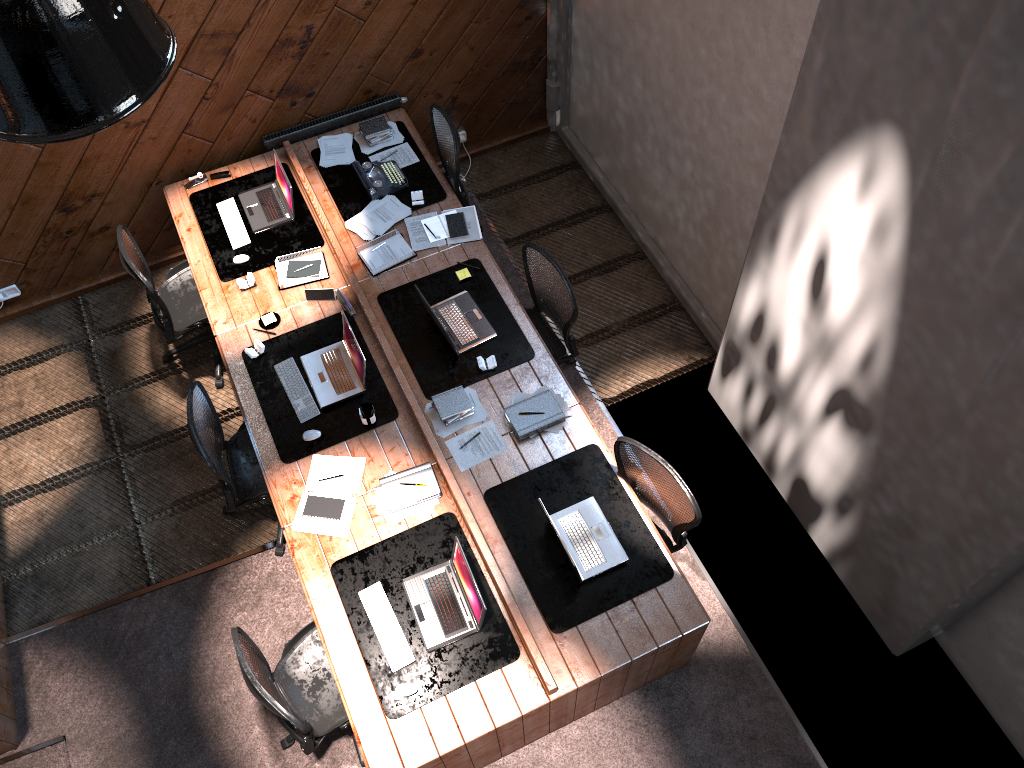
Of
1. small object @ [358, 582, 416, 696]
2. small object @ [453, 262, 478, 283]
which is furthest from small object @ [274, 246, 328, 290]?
small object @ [358, 582, 416, 696]

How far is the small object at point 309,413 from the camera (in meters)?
4.94

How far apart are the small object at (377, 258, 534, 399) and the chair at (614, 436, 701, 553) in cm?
86

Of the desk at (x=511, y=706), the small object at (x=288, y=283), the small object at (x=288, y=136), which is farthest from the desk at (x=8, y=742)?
the small object at (x=288, y=136)

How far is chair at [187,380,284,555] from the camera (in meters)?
4.69

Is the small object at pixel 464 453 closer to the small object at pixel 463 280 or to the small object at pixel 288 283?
the small object at pixel 463 280

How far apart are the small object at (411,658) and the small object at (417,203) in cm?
256

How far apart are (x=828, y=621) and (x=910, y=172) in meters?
2.8 m

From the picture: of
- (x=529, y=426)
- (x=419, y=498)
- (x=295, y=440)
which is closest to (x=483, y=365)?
(x=529, y=426)

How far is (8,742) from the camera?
4.68m
